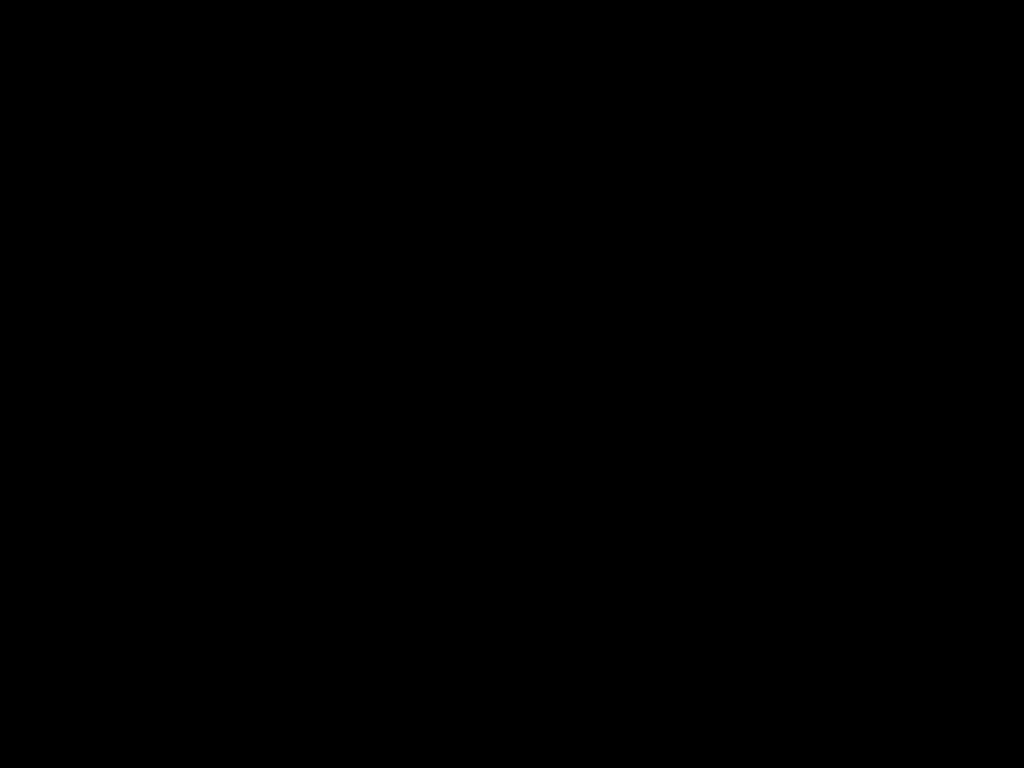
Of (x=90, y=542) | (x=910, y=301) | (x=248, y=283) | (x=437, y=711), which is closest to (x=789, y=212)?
(x=910, y=301)
